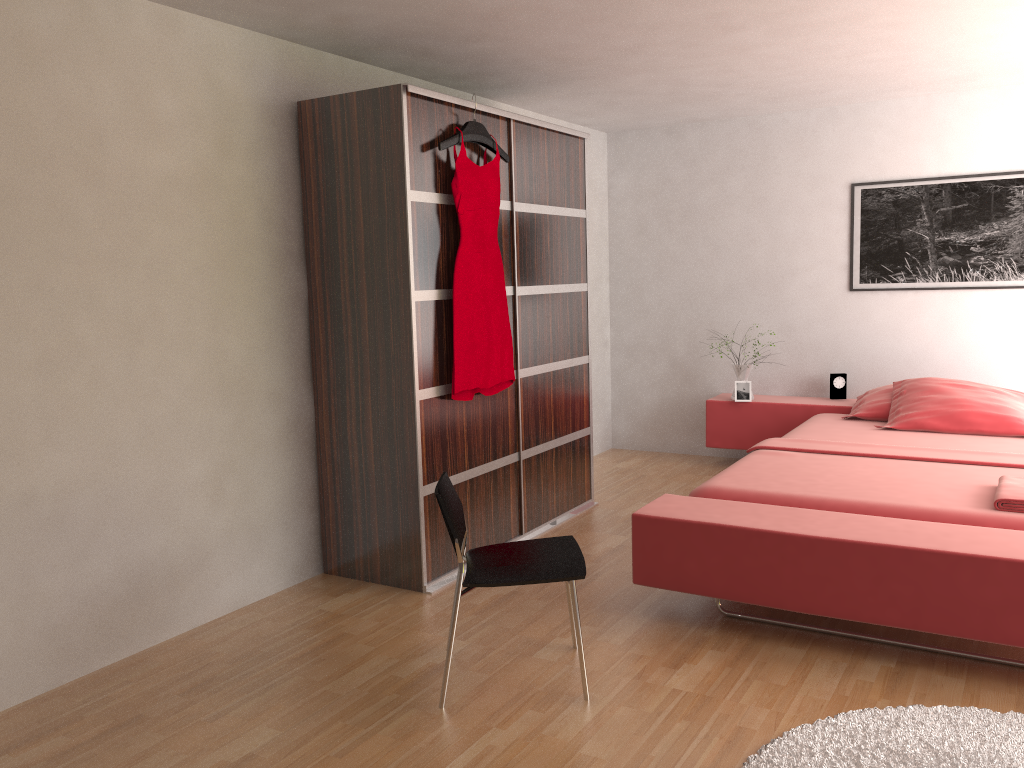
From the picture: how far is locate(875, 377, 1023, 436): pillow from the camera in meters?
4.4 m

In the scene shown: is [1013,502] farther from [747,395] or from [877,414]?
[747,395]

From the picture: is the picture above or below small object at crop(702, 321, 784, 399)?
above

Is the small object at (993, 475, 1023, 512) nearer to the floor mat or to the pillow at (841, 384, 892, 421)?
the floor mat

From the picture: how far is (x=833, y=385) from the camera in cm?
544

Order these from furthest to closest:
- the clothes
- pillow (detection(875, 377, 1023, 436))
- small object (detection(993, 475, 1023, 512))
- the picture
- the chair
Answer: the picture, pillow (detection(875, 377, 1023, 436)), the clothes, small object (detection(993, 475, 1023, 512)), the chair

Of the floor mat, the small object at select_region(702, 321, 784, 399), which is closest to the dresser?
the small object at select_region(702, 321, 784, 399)

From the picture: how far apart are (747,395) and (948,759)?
3.4 meters

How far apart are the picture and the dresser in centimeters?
184cm

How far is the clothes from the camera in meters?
3.6
